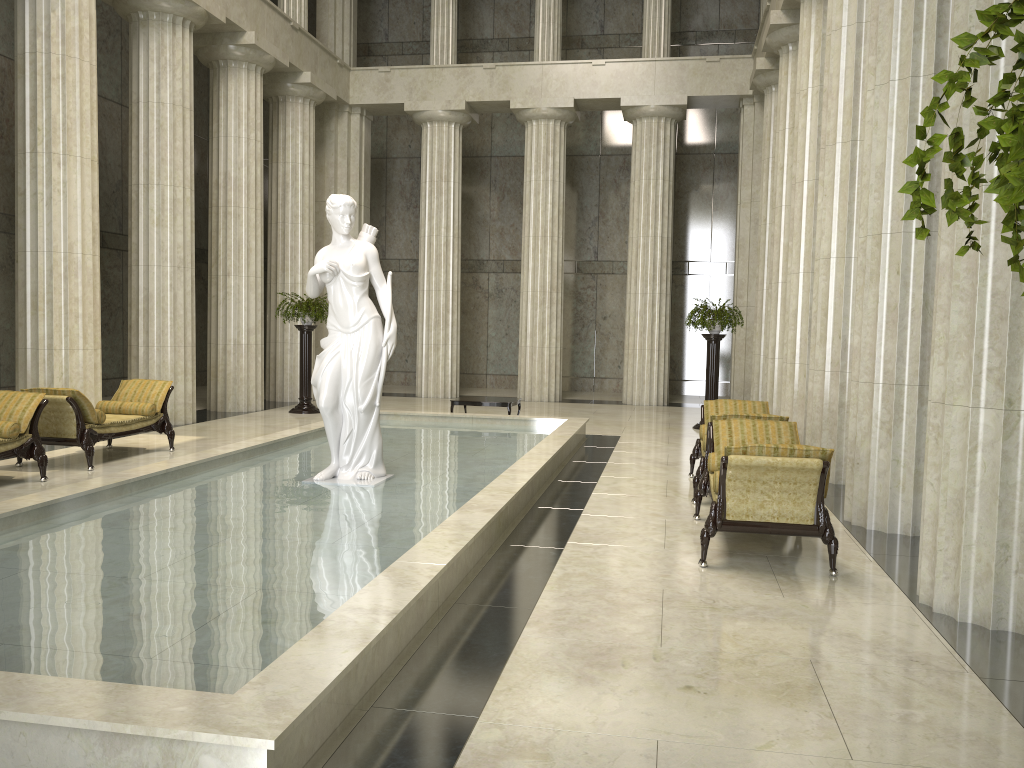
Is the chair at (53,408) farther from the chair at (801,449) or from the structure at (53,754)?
the chair at (801,449)

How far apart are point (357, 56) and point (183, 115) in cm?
1238

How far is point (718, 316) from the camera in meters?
15.7 m

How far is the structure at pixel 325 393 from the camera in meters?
8.7

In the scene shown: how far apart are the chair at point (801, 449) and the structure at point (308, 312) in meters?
10.5

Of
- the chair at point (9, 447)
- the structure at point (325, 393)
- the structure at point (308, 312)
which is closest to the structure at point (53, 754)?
the structure at point (325, 393)

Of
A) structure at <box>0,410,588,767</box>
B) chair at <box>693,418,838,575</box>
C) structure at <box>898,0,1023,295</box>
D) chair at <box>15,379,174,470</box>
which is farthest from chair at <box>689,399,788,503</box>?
structure at <box>898,0,1023,295</box>

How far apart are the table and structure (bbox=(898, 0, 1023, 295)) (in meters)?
13.74

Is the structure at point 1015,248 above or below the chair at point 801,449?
above

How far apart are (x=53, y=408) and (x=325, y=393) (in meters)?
3.71
